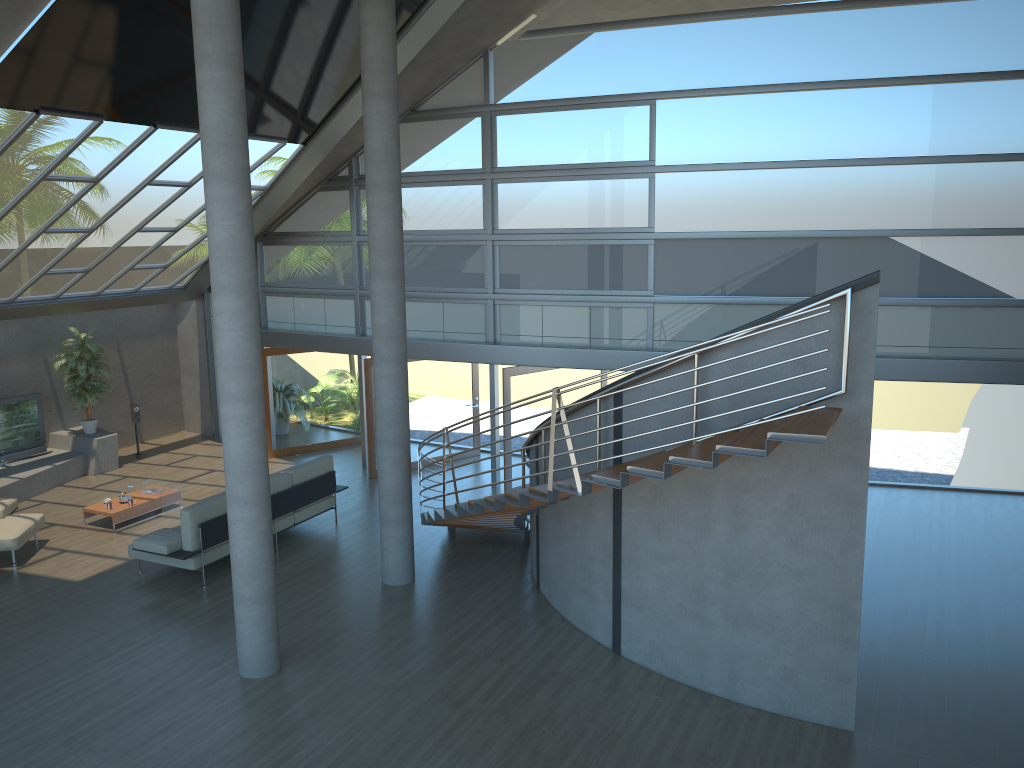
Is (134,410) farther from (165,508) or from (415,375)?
(415,375)

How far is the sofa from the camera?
10.0m

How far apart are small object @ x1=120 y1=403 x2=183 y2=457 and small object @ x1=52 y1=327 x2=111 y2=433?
0.7m

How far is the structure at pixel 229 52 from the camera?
7.14m

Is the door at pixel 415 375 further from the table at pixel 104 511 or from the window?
the table at pixel 104 511

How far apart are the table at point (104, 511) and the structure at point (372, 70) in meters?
4.4 m

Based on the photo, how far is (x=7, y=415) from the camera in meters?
14.2 m

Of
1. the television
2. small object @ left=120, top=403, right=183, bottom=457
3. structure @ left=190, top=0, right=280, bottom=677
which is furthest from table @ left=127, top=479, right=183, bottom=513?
structure @ left=190, top=0, right=280, bottom=677

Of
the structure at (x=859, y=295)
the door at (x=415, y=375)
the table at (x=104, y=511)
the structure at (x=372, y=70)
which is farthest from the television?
the structure at (x=859, y=295)

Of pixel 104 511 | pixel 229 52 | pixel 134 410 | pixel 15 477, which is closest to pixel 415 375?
pixel 104 511
